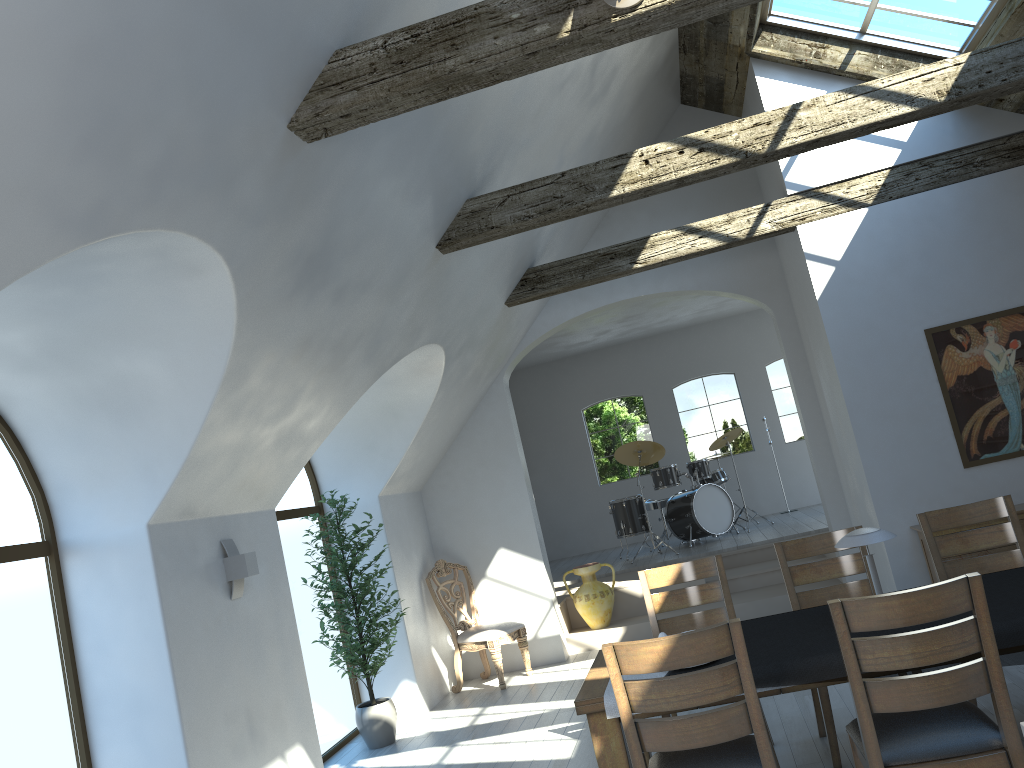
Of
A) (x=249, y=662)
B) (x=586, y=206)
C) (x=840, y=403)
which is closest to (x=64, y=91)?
(x=586, y=206)

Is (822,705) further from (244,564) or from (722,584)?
(244,564)

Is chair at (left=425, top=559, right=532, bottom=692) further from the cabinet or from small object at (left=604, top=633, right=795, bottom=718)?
small object at (left=604, top=633, right=795, bottom=718)

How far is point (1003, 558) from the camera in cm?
451

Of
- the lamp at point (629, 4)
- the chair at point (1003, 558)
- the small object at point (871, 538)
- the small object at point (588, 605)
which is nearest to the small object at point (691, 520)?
the small object at point (588, 605)

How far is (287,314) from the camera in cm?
422

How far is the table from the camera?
3.41m

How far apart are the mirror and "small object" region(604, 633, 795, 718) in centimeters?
416cm

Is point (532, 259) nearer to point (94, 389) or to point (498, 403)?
point (498, 403)

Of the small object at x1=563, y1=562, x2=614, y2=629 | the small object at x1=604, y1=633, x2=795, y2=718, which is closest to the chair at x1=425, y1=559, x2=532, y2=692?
the small object at x1=563, y1=562, x2=614, y2=629
